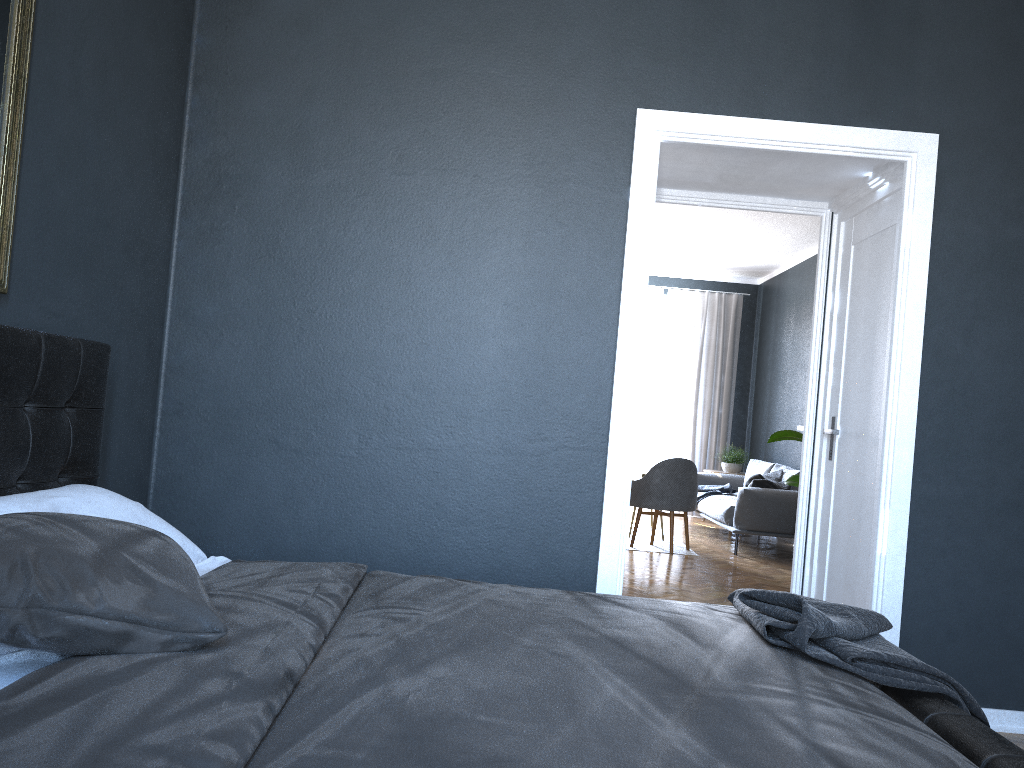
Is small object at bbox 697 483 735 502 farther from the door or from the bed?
the bed

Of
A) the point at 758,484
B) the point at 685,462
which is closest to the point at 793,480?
the point at 685,462

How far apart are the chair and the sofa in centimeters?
43cm

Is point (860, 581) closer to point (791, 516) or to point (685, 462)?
point (685, 462)

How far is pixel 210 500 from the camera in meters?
3.4

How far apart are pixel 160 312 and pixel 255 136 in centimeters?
78cm

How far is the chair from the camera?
7.5m

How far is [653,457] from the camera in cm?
1088

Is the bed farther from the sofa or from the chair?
the sofa

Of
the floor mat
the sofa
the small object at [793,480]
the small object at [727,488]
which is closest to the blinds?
the sofa
